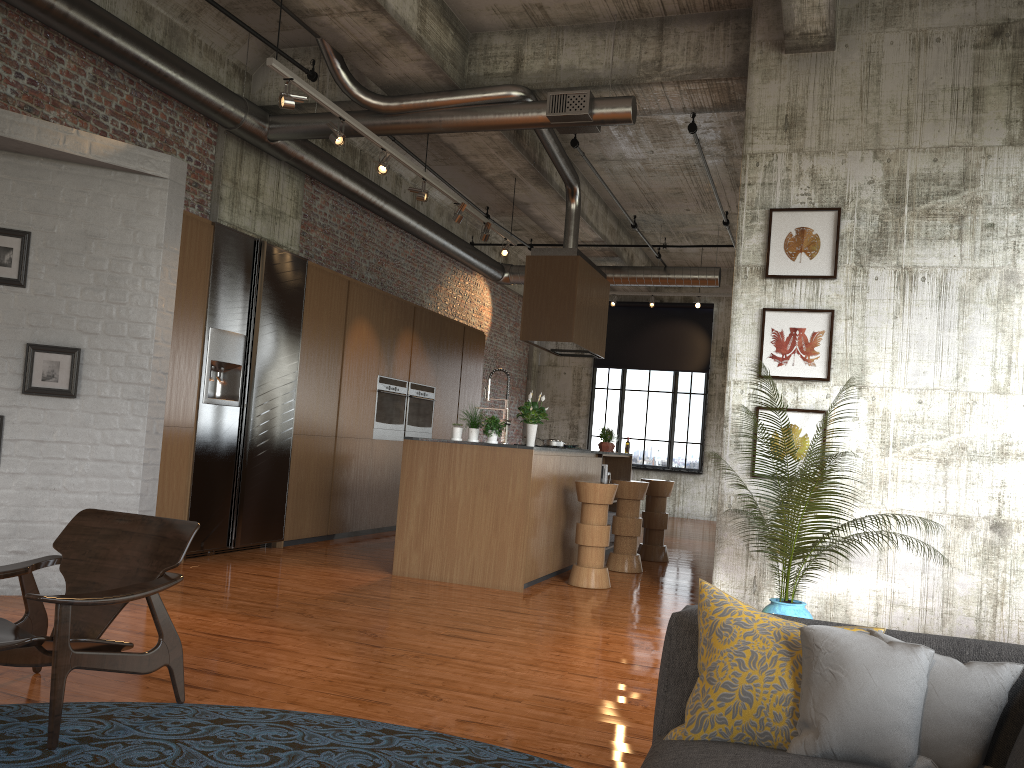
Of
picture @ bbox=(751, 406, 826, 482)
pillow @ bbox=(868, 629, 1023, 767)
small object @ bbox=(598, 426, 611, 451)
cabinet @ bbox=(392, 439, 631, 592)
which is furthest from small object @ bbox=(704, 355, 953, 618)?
small object @ bbox=(598, 426, 611, 451)

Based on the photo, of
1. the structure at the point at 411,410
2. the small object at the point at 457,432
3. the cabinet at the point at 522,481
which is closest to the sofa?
the cabinet at the point at 522,481

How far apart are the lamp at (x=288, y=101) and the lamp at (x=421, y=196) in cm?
226

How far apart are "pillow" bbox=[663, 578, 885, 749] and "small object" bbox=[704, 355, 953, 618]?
3.5 meters

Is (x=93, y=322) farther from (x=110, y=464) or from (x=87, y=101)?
(x=87, y=101)

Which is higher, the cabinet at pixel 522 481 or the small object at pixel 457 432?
the small object at pixel 457 432

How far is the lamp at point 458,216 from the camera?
9.6 meters

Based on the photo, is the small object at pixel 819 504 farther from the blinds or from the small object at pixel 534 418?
the blinds

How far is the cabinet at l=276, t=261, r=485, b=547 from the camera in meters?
9.5

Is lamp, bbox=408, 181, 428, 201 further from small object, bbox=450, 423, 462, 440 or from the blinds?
the blinds
